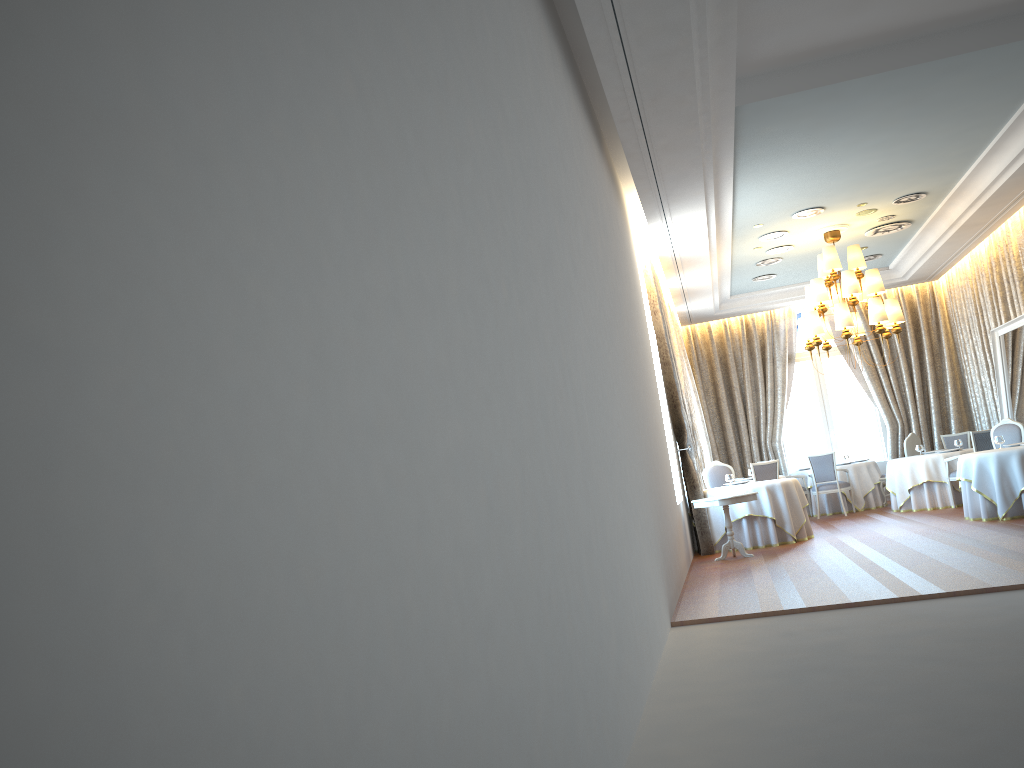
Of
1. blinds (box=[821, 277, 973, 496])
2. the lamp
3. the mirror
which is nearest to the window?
blinds (box=[821, 277, 973, 496])

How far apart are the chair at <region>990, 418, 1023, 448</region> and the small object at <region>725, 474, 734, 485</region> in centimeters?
376cm

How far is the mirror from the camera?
13.02m

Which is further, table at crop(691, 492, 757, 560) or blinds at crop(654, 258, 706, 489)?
blinds at crop(654, 258, 706, 489)

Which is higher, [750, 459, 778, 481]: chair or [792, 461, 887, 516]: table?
[750, 459, 778, 481]: chair

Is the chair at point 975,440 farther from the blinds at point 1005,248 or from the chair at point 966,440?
the chair at point 966,440

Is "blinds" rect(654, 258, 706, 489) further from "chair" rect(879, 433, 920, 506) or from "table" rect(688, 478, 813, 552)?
"chair" rect(879, 433, 920, 506)

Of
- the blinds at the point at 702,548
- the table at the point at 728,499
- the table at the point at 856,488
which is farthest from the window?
the table at the point at 728,499

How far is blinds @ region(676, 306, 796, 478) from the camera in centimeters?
1761cm

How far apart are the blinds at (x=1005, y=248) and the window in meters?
1.8
